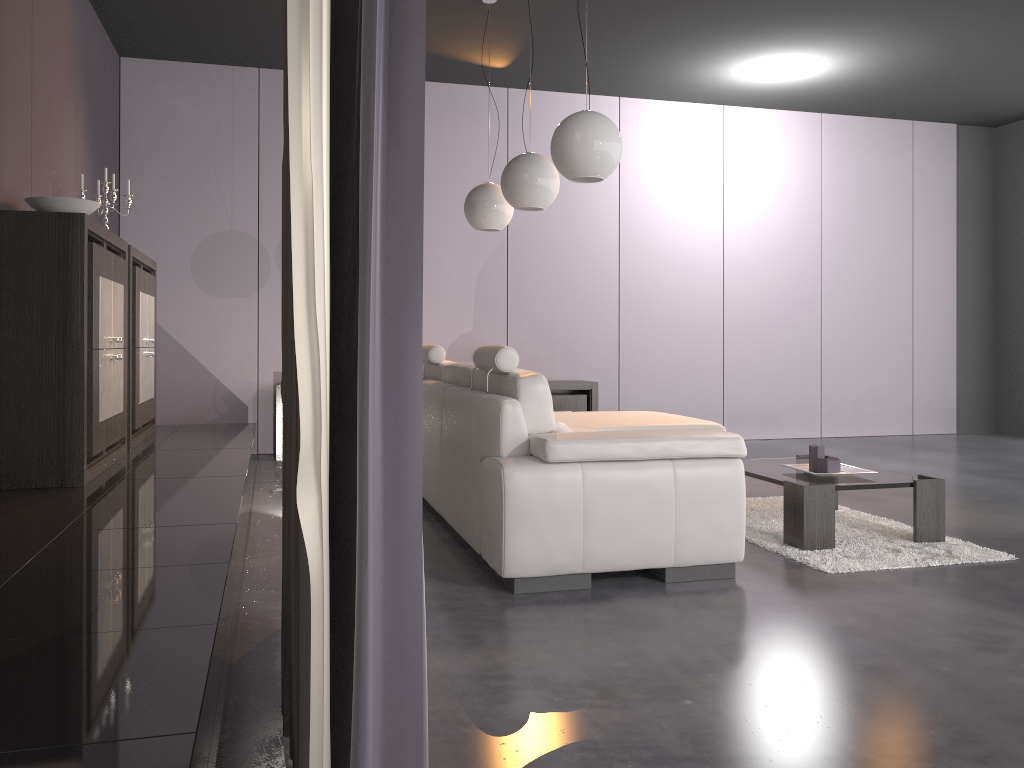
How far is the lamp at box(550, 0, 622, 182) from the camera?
3.57m

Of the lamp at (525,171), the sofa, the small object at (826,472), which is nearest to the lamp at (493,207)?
the lamp at (525,171)

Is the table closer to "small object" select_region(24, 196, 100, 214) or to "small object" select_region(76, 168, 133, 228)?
"small object" select_region(24, 196, 100, 214)

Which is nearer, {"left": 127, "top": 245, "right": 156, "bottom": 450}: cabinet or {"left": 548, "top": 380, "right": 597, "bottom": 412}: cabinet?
{"left": 127, "top": 245, "right": 156, "bottom": 450}: cabinet

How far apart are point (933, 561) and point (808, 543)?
0.47m

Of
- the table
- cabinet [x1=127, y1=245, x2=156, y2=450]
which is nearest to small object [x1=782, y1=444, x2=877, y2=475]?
the table

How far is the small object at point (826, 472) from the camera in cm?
402

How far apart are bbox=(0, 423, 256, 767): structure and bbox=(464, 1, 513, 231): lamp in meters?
1.8

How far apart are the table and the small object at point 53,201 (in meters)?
3.19

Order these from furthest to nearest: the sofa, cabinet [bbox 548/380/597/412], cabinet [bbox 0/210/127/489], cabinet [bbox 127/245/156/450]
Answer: cabinet [bbox 548/380/597/412] → cabinet [bbox 127/245/156/450] → cabinet [bbox 0/210/127/489] → the sofa
